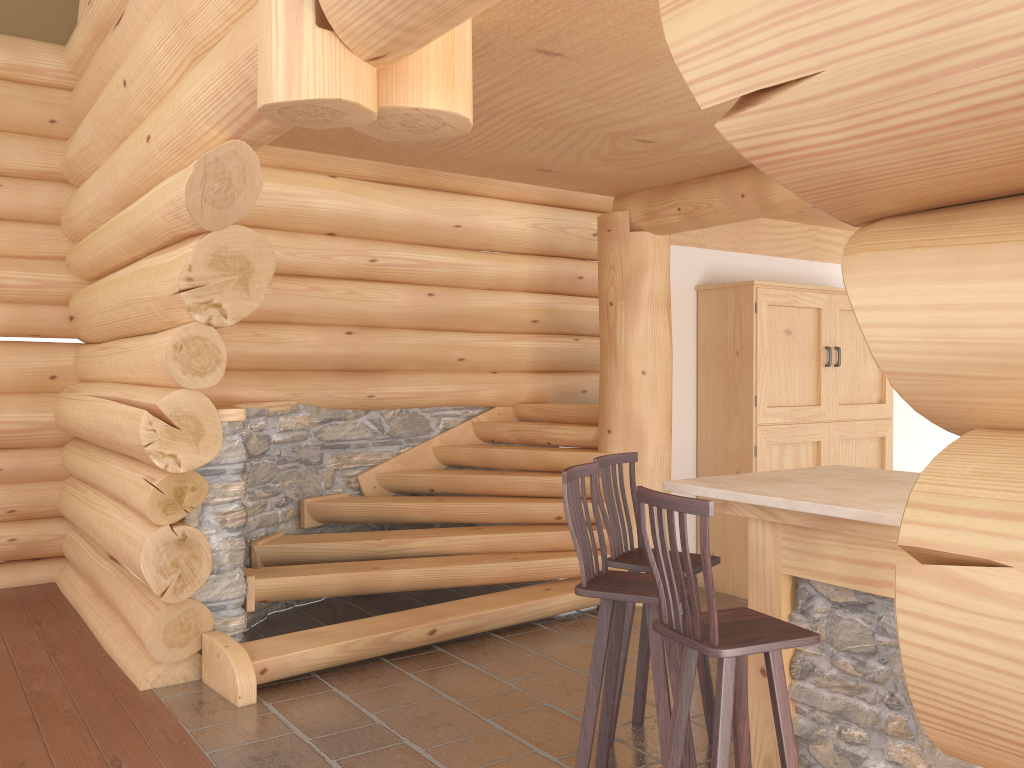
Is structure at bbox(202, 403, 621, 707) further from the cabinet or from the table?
the table

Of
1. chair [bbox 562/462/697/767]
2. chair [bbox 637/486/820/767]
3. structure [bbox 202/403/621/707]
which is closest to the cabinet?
structure [bbox 202/403/621/707]

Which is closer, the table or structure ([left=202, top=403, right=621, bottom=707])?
the table

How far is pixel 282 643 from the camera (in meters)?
4.96

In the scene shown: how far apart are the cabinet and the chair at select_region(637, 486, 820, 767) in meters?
3.6

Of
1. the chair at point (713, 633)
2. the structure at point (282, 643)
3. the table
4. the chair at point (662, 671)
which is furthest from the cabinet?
the chair at point (713, 633)

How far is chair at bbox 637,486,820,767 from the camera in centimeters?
277cm

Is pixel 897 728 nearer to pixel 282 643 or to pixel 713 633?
pixel 713 633

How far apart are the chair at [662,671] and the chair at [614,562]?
0.18m

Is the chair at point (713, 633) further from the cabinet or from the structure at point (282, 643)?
the cabinet
